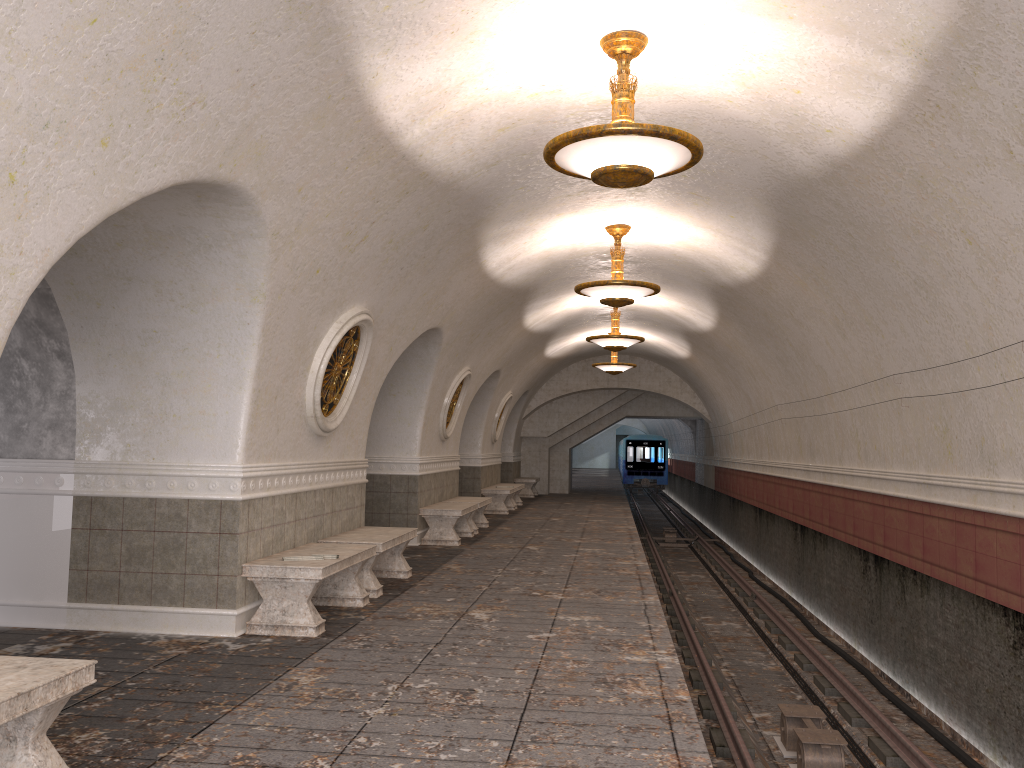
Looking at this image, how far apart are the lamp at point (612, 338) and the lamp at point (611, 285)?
4.3 meters

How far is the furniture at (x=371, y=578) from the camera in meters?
8.1 m

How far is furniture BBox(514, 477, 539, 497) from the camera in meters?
Answer: 24.5 m

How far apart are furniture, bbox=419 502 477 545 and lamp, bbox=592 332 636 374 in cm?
700

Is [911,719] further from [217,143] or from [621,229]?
[217,143]

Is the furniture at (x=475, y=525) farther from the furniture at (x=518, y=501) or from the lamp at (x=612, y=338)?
the furniture at (x=518, y=501)

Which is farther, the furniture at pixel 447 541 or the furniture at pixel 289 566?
the furniture at pixel 447 541

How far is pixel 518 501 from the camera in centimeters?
2116cm

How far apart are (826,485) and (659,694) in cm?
777

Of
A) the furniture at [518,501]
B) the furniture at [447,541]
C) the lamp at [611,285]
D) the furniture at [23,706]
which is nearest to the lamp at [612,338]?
the furniture at [447,541]
